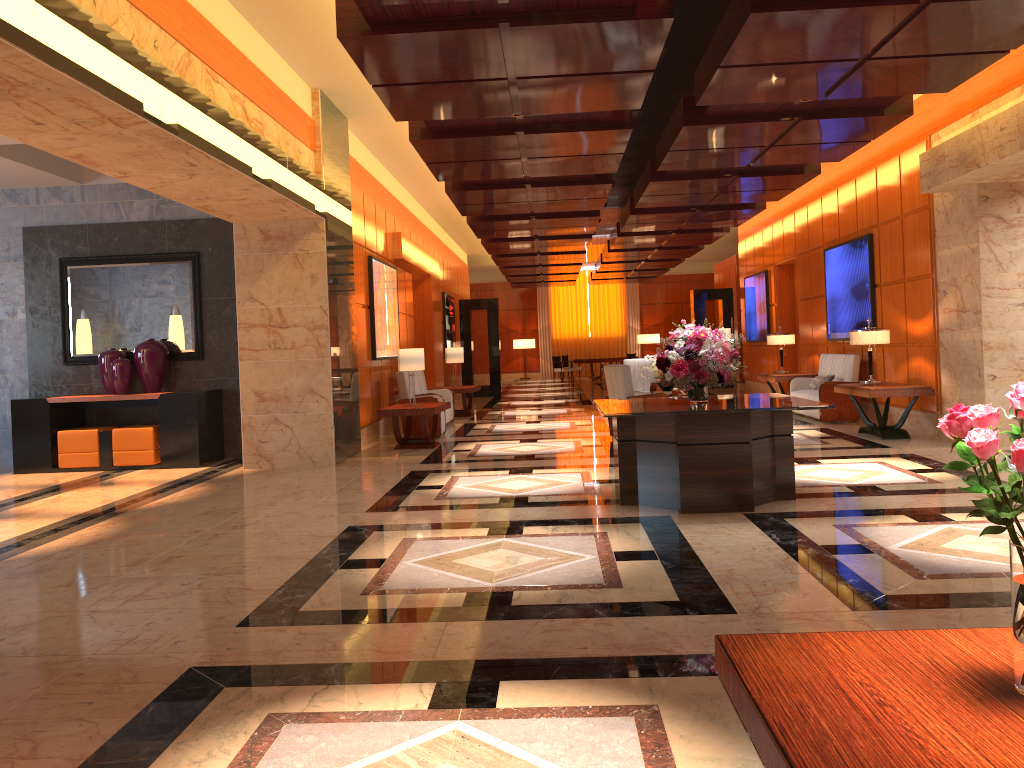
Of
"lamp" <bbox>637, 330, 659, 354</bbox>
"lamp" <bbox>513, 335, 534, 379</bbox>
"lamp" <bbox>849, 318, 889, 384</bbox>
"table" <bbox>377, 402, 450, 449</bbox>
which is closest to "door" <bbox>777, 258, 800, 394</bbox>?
"lamp" <bbox>849, 318, 889, 384</bbox>

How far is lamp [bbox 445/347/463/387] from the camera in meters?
16.1 m

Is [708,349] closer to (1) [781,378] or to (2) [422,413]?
(2) [422,413]

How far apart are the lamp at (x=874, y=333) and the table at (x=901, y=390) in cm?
53

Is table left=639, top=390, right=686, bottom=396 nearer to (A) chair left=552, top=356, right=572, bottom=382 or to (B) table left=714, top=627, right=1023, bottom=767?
(B) table left=714, top=627, right=1023, bottom=767

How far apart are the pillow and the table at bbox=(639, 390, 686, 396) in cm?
239

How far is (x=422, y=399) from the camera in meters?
12.3 m

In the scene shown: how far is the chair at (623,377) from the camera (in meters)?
10.85

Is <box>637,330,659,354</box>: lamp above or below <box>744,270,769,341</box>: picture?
below

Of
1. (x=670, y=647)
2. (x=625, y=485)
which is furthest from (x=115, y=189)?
(x=670, y=647)
